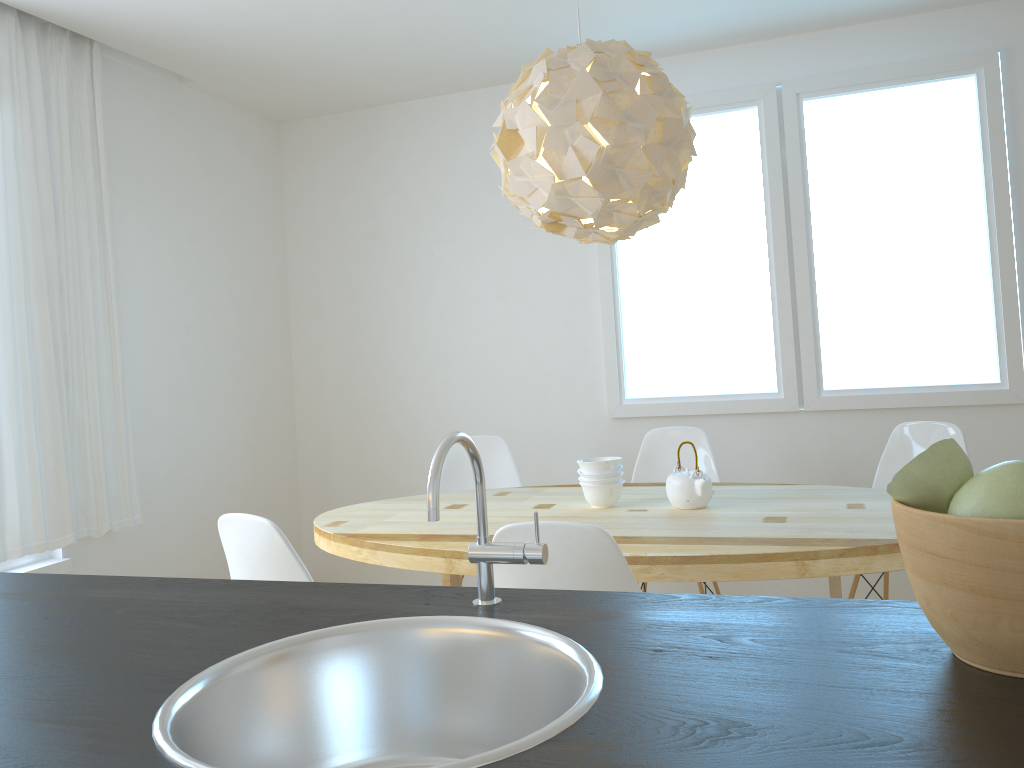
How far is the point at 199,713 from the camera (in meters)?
0.86

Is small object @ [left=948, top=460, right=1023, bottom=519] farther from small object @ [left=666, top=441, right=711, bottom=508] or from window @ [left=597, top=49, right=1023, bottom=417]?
window @ [left=597, top=49, right=1023, bottom=417]

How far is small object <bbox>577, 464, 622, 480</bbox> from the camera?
2.9m

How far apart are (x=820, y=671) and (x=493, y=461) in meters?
3.2 m

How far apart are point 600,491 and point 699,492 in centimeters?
33cm

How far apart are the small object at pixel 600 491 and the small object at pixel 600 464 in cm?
6

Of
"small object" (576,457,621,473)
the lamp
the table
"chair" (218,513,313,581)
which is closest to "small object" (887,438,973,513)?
the table

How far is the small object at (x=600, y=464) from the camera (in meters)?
2.91

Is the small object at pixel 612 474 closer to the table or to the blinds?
the table

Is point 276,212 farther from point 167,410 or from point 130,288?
point 167,410
